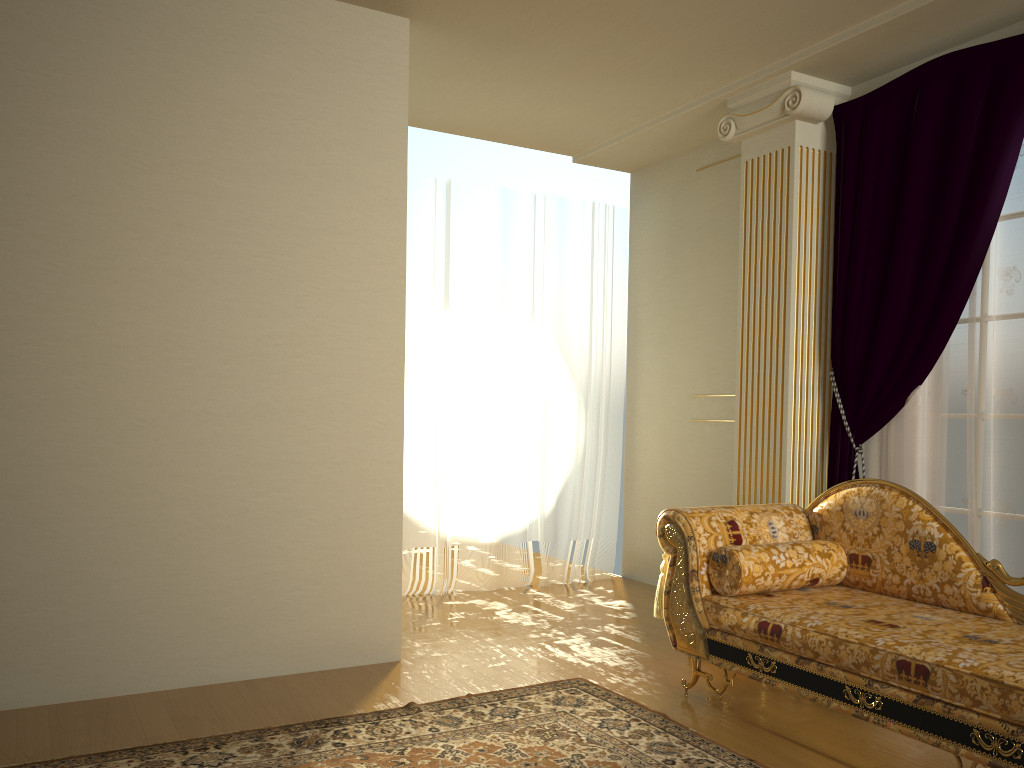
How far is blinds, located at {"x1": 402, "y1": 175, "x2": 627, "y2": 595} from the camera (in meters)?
5.30

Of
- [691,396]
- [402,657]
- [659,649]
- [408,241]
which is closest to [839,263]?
[691,396]

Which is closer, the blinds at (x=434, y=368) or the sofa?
the sofa

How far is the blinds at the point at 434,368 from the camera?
5.3 meters

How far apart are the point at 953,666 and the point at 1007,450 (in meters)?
1.55

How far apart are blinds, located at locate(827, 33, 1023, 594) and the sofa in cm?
59

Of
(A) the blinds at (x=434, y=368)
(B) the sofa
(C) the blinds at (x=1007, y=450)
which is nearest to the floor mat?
(B) the sofa

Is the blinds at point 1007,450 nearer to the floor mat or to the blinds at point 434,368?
the floor mat

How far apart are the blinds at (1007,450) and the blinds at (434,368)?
1.8 meters

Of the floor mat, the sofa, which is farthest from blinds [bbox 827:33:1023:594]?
the floor mat
